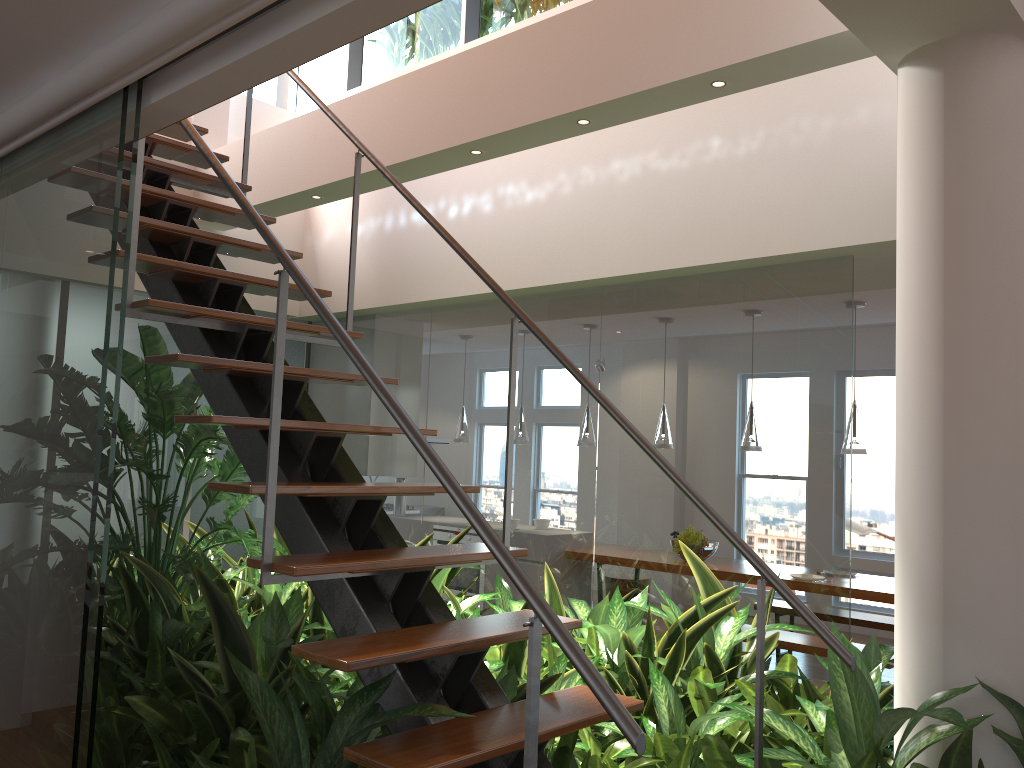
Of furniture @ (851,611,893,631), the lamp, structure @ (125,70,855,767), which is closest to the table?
furniture @ (851,611,893,631)

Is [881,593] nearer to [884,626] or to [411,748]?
[884,626]

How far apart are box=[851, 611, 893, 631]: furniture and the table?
0.4 meters

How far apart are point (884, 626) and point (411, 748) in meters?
5.3 m

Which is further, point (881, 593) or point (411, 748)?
point (881, 593)

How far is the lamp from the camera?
5.66m

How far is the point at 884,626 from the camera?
6.1m

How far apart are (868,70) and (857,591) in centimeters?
338cm

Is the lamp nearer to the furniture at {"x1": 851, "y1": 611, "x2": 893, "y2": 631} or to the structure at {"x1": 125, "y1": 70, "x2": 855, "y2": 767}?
the furniture at {"x1": 851, "y1": 611, "x2": 893, "y2": 631}

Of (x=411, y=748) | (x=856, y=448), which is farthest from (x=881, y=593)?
(x=411, y=748)
